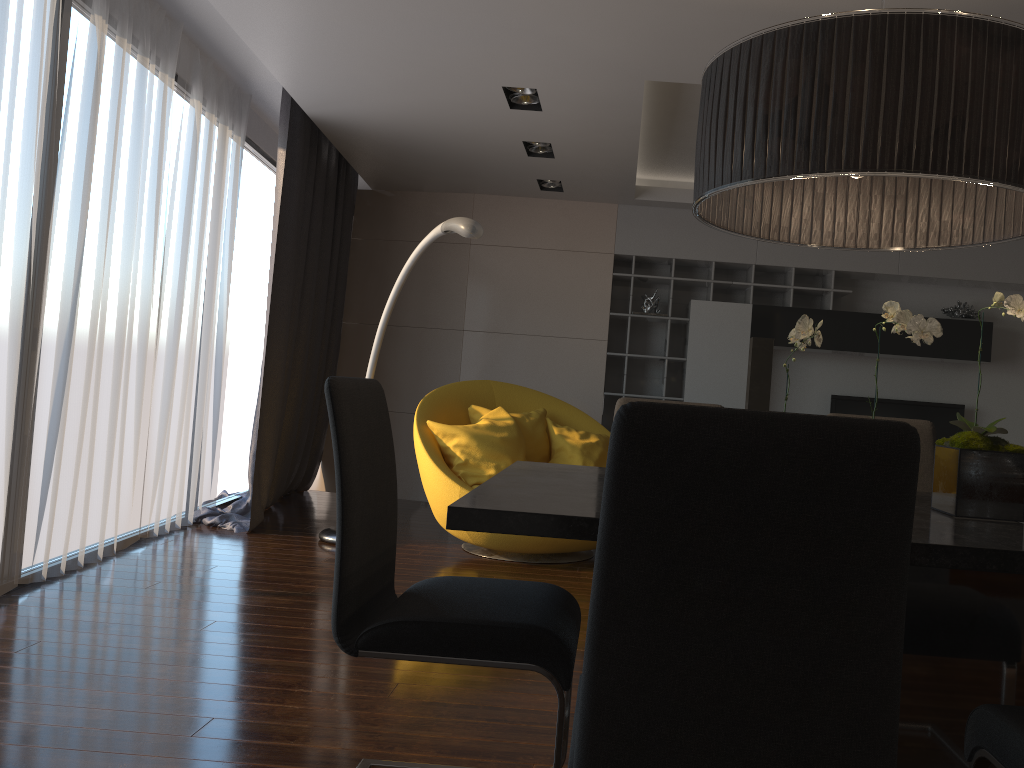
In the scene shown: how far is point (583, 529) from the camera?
1.5 meters

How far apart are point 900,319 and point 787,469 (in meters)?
0.95

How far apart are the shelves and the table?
4.59m

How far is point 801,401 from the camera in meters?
7.2 m

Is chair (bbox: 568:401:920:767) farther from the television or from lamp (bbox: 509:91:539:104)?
the television

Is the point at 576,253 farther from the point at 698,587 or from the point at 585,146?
the point at 698,587

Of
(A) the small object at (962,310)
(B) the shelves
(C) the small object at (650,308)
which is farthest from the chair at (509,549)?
(A) the small object at (962,310)

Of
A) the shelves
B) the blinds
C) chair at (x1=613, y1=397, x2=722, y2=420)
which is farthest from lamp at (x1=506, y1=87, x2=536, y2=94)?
the shelves

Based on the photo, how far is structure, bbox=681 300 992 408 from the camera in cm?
673

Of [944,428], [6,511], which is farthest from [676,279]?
[6,511]
